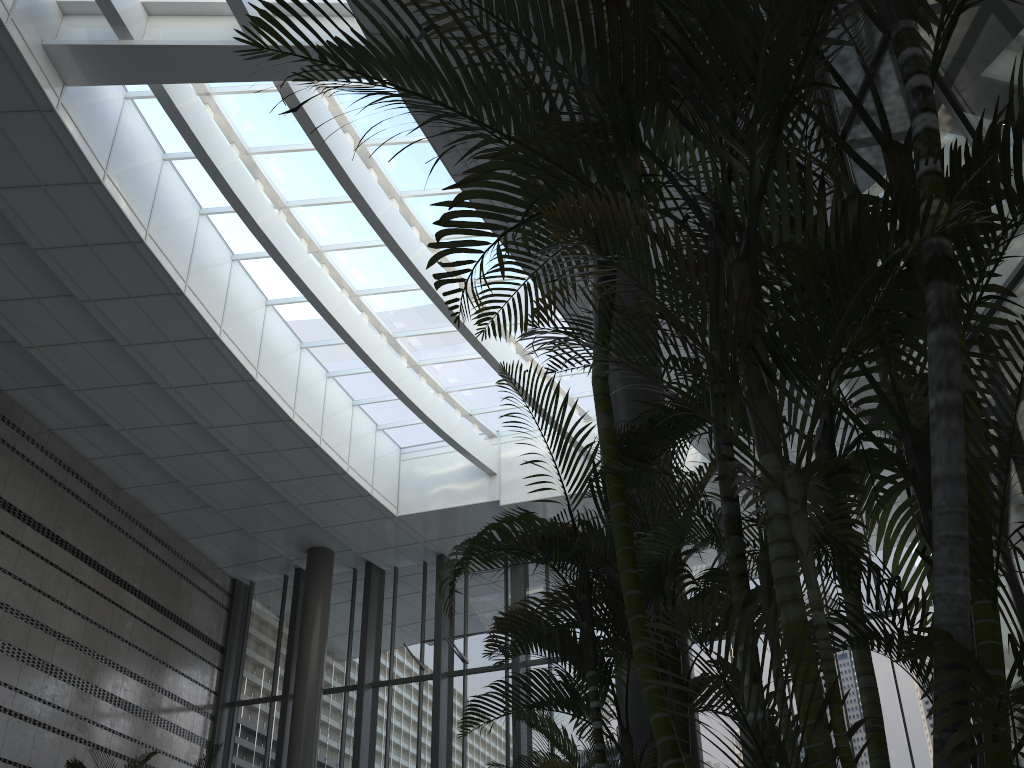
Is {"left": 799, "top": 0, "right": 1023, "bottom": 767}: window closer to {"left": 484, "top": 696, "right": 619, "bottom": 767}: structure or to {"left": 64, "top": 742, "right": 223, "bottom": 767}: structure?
{"left": 484, "top": 696, "right": 619, "bottom": 767}: structure

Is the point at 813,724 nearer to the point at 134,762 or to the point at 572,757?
the point at 572,757

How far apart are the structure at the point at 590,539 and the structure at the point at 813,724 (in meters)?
0.28

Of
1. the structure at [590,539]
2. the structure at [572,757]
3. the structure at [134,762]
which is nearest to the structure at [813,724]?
the structure at [590,539]

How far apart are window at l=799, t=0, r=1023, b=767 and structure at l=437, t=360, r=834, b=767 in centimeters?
81cm

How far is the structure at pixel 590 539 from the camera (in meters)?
2.93

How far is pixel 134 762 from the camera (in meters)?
10.16

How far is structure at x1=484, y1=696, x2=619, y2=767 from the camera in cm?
570

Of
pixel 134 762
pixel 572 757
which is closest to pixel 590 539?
pixel 572 757

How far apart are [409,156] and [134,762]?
7.92m
